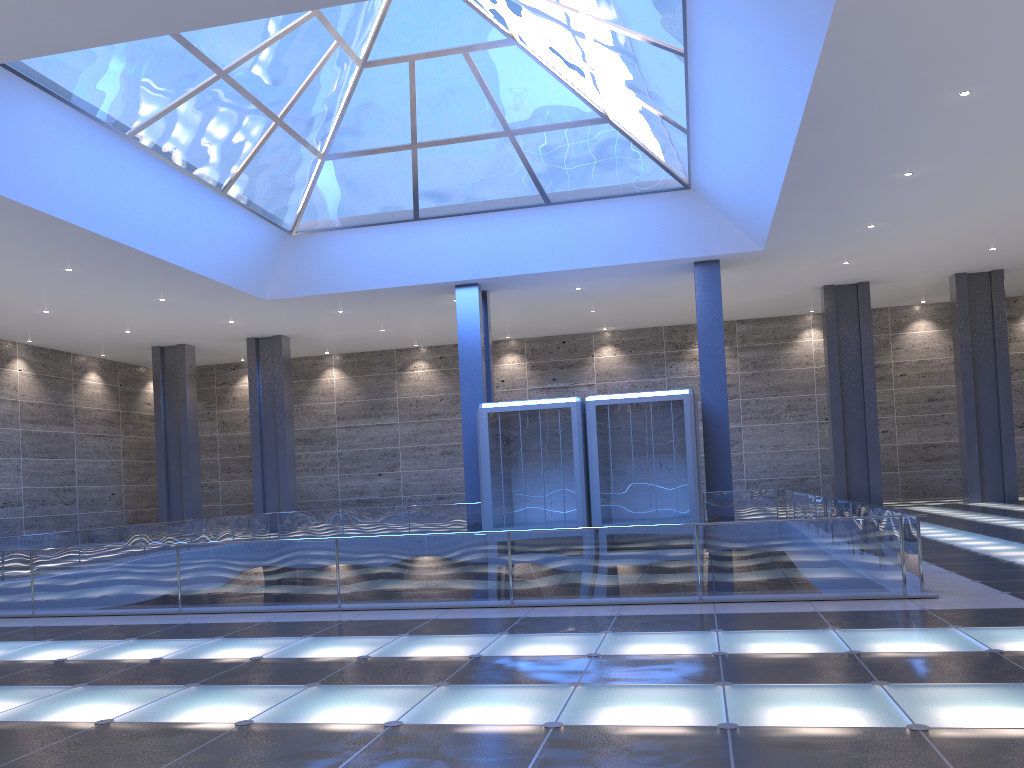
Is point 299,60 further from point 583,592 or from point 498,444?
point 583,592
